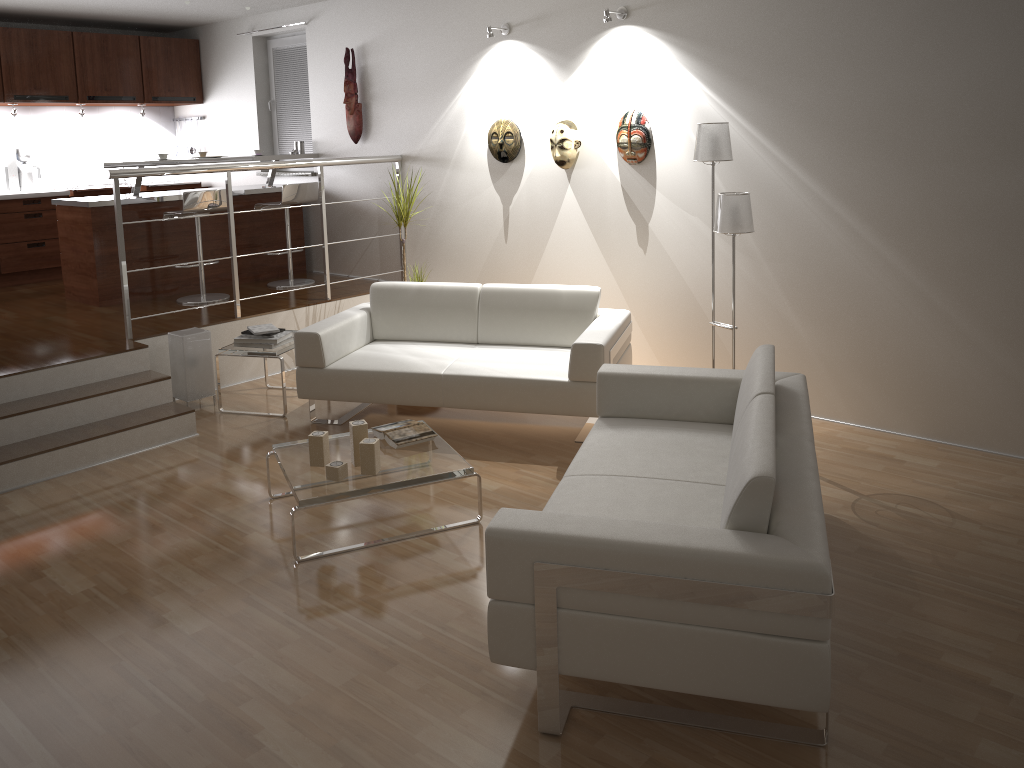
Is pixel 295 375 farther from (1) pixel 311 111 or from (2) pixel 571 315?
(1) pixel 311 111

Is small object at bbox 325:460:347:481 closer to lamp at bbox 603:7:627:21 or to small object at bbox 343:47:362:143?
lamp at bbox 603:7:627:21

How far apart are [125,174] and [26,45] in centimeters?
317cm

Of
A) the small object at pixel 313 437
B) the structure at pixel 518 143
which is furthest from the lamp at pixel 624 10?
the small object at pixel 313 437

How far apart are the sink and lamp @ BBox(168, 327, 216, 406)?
3.9m

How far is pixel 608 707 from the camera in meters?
2.7 m

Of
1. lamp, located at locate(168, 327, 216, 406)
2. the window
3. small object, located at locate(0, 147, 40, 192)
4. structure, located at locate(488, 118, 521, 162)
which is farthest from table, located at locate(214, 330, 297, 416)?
small object, located at locate(0, 147, 40, 192)

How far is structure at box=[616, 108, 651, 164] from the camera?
5.26m

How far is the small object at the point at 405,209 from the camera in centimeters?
609cm

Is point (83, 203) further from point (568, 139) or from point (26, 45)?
point (568, 139)
